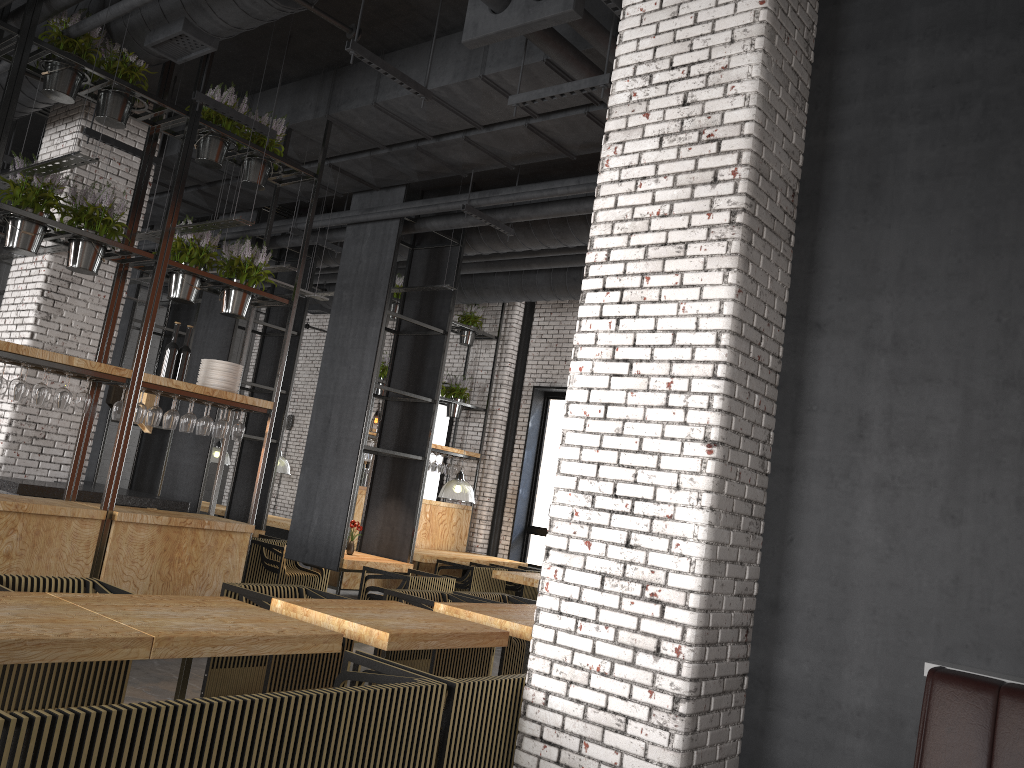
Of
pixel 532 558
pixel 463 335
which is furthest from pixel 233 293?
pixel 532 558

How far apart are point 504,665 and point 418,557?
4.1m

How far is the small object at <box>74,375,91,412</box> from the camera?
6.1 meters

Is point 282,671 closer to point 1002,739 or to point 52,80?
point 1002,739

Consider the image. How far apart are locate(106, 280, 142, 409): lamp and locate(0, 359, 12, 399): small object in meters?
2.9

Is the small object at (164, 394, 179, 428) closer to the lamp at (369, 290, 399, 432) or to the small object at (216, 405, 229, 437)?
the small object at (216, 405, 229, 437)

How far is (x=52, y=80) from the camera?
6.0m

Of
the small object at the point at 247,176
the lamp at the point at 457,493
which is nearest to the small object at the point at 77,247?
the small object at the point at 247,176

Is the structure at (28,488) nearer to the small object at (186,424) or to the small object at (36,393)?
the small object at (186,424)

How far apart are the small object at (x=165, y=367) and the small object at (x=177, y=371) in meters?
0.1
